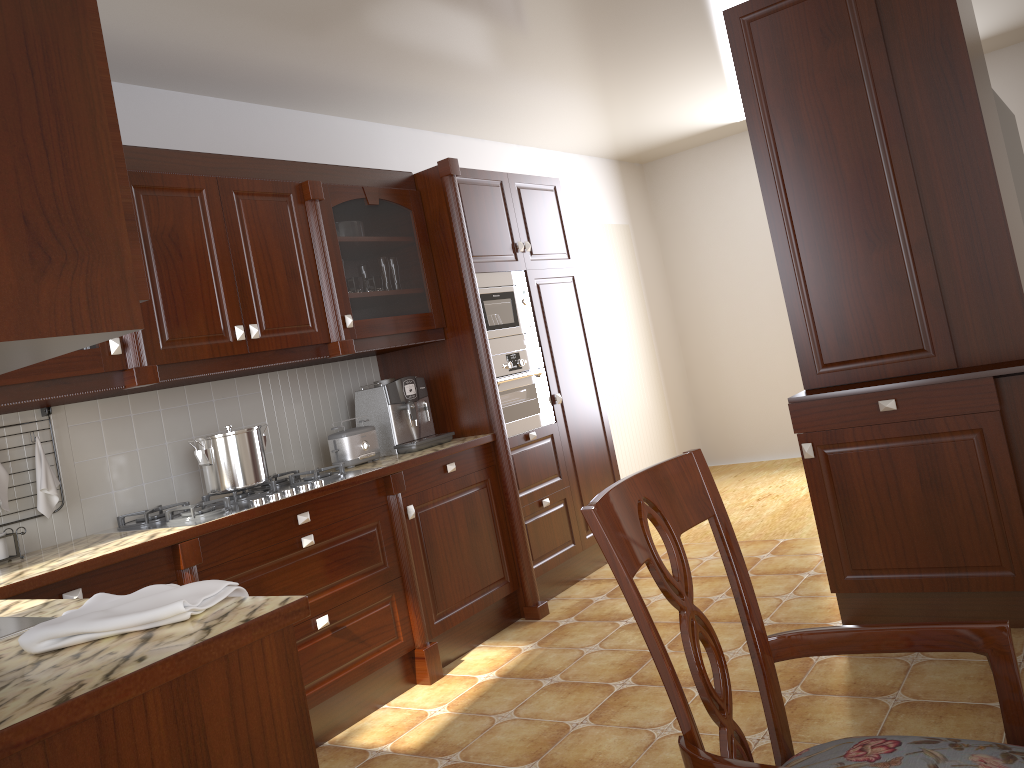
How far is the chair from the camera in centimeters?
95cm

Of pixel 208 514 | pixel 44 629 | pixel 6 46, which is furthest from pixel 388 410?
pixel 6 46

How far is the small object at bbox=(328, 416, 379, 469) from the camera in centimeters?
354cm

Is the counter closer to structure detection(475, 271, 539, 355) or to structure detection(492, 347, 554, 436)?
structure detection(492, 347, 554, 436)

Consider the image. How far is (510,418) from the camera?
4.06m

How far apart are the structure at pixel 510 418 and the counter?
0.2 meters

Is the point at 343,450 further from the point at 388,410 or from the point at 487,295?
the point at 487,295

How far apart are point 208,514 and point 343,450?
0.80m

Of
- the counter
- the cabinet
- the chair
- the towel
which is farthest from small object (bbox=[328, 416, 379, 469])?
the chair

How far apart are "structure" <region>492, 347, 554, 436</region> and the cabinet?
0.31m
